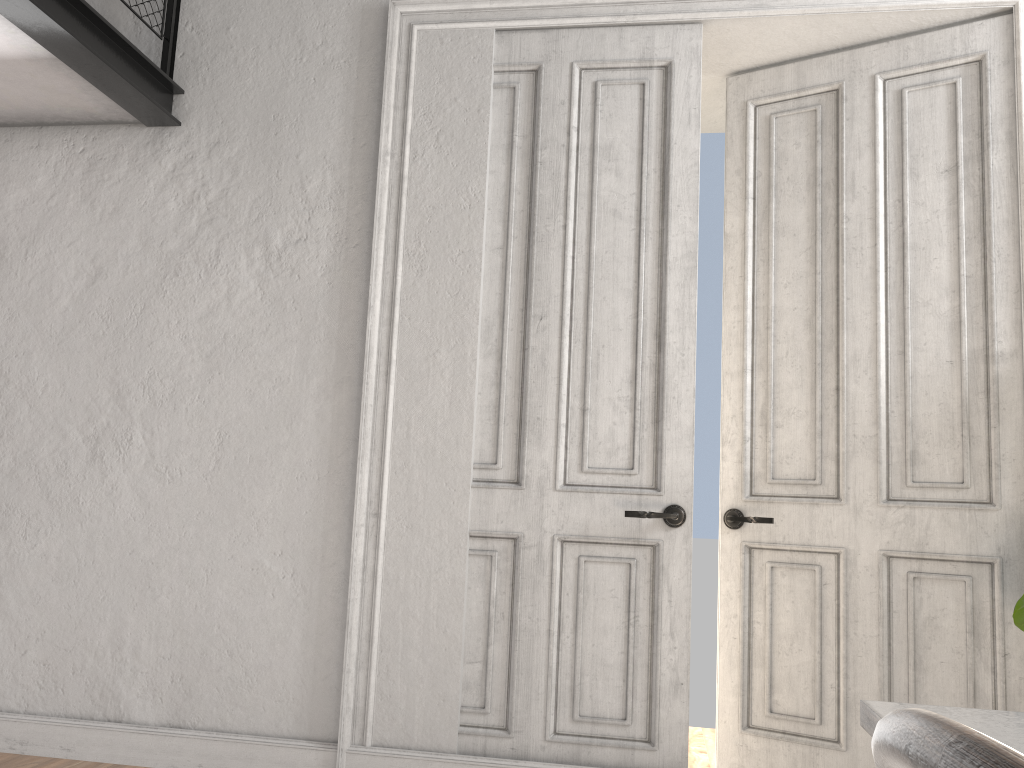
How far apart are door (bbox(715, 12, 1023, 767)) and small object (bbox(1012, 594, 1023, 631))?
0.2m

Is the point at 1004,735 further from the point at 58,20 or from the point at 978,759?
the point at 58,20

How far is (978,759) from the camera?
0.3 meters

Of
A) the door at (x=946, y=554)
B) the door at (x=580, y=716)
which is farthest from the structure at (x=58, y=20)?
the door at (x=946, y=554)

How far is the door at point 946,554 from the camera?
3.0m

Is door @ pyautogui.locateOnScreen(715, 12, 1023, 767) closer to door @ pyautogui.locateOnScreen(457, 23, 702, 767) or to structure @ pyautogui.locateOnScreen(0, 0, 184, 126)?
door @ pyautogui.locateOnScreen(457, 23, 702, 767)

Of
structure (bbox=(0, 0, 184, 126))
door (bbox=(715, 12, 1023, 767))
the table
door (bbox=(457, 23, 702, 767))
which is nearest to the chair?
the table

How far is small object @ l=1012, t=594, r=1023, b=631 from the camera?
2.6 meters

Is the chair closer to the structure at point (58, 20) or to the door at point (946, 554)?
the door at point (946, 554)

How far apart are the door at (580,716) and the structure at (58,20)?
1.3 meters
